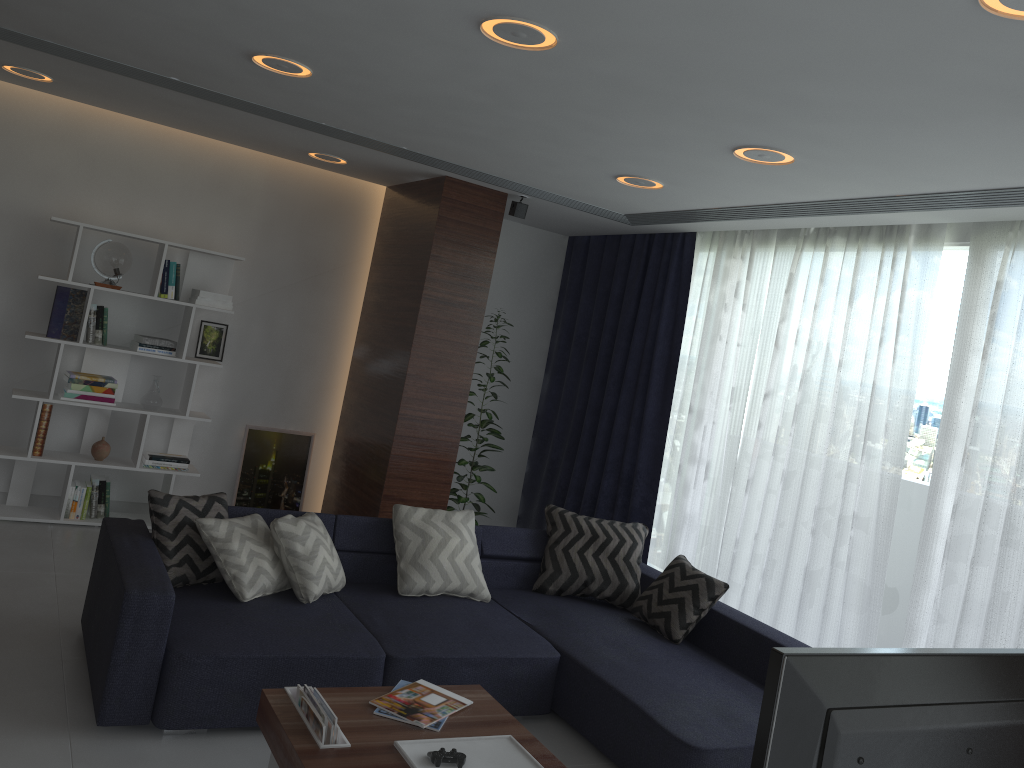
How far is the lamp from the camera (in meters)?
2.01

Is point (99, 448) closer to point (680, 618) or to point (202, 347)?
point (202, 347)

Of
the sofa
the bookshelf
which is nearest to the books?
the sofa

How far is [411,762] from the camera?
2.6m

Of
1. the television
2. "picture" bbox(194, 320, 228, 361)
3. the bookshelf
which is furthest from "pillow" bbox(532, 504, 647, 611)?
the television

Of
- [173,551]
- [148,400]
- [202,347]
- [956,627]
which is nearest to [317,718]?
[173,551]

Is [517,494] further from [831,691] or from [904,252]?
[831,691]

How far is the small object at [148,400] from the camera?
5.6 meters

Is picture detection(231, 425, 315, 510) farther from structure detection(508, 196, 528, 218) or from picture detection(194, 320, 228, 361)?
structure detection(508, 196, 528, 218)

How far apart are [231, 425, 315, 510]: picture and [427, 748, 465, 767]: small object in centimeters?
392cm
